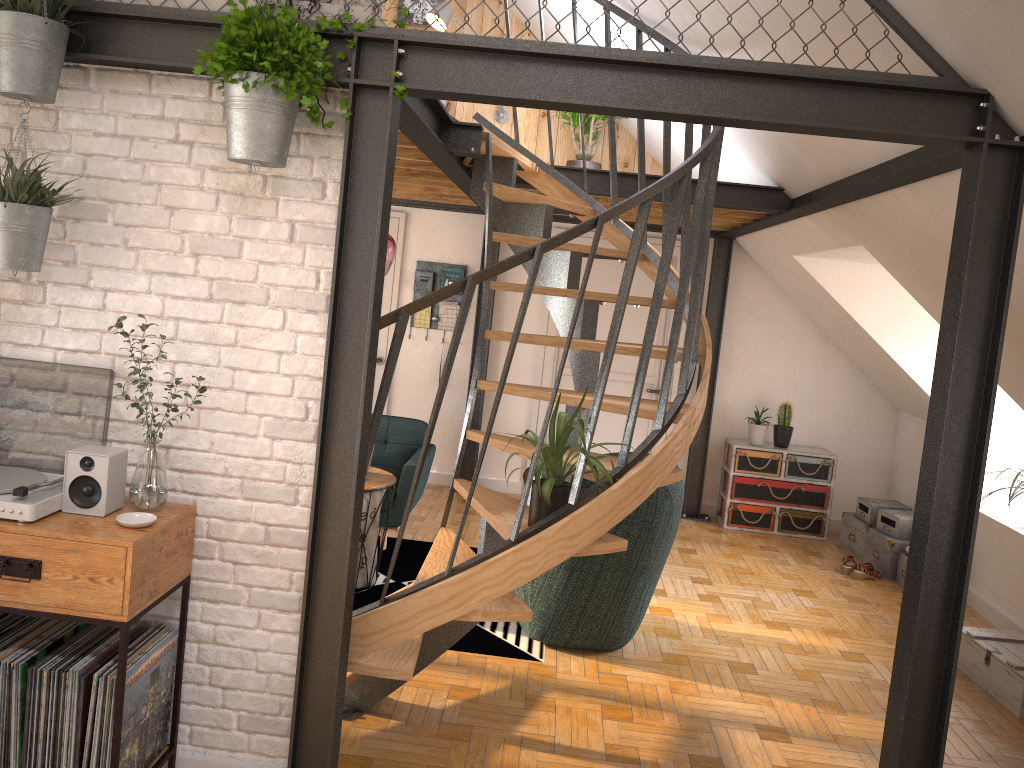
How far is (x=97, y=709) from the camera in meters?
2.6 m

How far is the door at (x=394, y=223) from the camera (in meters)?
7.50

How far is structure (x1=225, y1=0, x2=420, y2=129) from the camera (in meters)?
2.63

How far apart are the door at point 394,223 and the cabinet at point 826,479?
3.00m

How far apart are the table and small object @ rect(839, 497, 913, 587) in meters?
3.4

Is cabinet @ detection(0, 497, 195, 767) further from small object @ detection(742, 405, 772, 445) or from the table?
small object @ detection(742, 405, 772, 445)

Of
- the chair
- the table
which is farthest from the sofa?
the chair

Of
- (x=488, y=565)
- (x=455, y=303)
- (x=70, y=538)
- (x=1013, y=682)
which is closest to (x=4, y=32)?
(x=70, y=538)

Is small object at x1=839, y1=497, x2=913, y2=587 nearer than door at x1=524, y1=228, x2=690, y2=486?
Yes

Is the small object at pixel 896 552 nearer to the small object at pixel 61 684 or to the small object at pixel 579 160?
the small object at pixel 579 160
